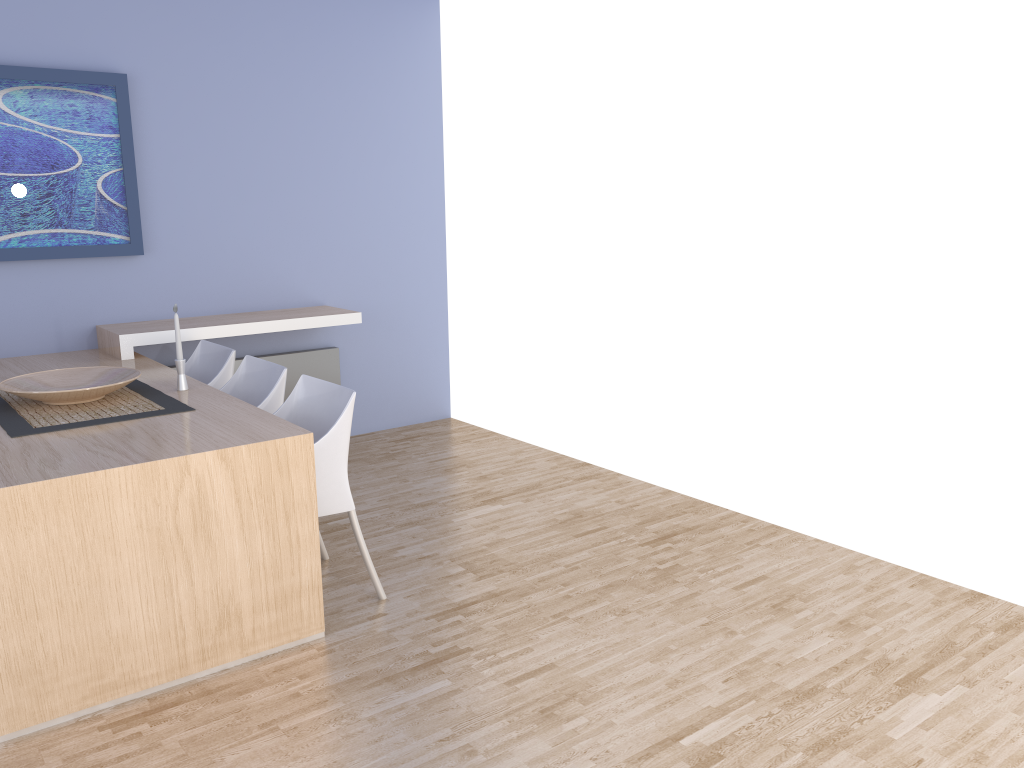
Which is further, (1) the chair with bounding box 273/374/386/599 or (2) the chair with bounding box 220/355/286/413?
(2) the chair with bounding box 220/355/286/413

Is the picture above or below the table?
above

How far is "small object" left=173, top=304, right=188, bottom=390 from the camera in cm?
353

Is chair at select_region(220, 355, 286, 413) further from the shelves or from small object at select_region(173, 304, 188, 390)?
the shelves

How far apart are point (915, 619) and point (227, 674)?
2.3 meters

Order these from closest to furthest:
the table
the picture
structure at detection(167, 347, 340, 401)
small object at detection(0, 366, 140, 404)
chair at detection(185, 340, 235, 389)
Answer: the table → small object at detection(0, 366, 140, 404) → chair at detection(185, 340, 235, 389) → the picture → structure at detection(167, 347, 340, 401)

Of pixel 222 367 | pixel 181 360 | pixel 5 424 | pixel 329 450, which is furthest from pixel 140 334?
pixel 329 450

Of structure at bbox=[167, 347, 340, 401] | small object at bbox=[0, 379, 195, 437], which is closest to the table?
small object at bbox=[0, 379, 195, 437]

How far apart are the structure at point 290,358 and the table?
0.7 meters

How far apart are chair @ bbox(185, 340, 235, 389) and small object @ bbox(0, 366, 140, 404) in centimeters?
47cm
